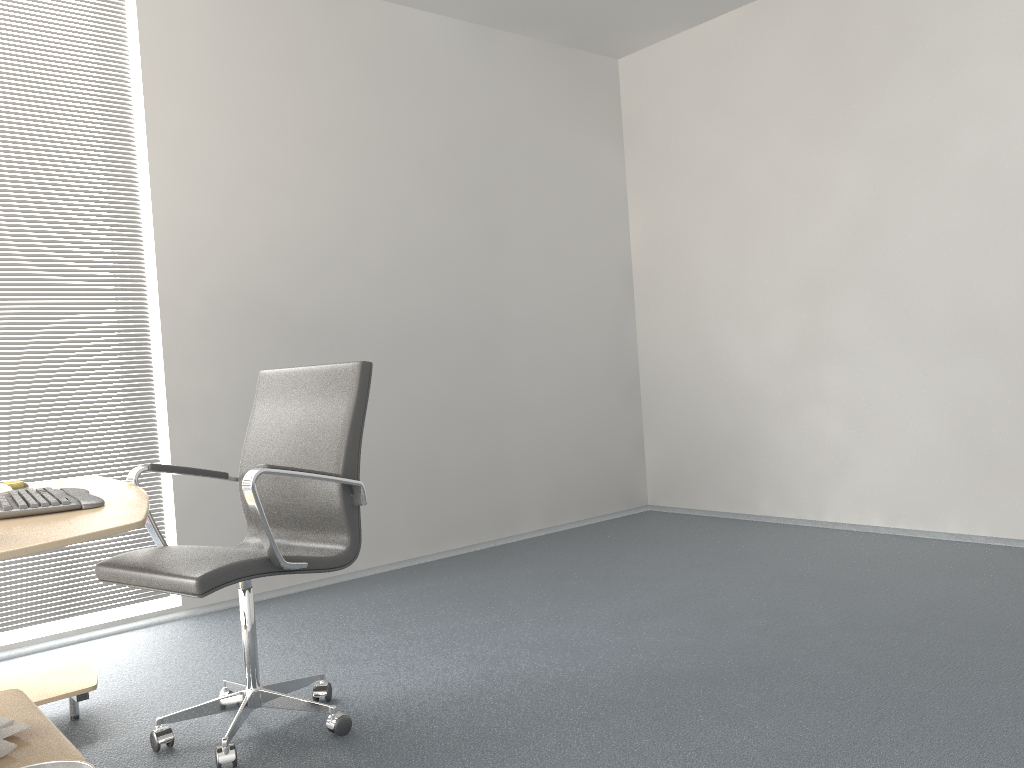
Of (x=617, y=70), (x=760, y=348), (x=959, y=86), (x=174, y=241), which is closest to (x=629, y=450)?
(x=760, y=348)

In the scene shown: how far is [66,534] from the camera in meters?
1.7

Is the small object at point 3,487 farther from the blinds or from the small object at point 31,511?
the blinds

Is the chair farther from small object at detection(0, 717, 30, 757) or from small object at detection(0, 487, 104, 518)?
small object at detection(0, 717, 30, 757)

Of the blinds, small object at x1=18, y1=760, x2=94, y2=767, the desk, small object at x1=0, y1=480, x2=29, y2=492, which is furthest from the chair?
the blinds

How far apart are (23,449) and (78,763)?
2.5m

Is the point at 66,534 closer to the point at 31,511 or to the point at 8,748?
the point at 31,511

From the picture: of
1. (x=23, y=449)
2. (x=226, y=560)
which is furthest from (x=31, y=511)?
(x=23, y=449)

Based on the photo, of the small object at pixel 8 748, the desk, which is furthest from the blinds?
the small object at pixel 8 748

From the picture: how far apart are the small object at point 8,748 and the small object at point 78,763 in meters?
0.3 m
